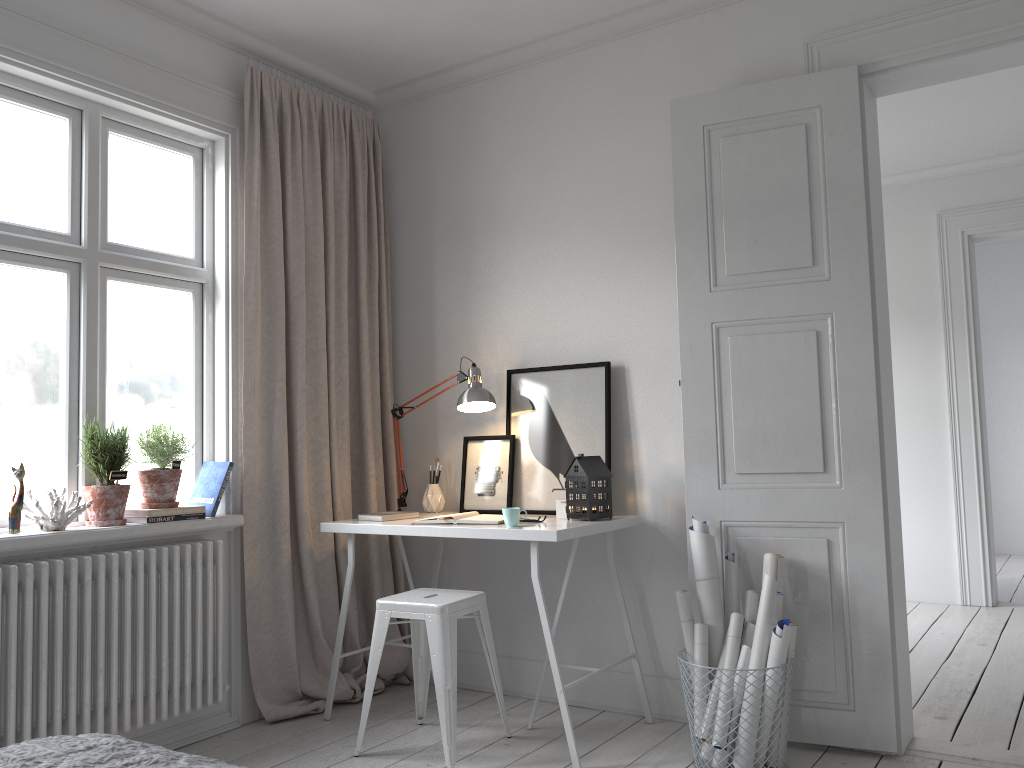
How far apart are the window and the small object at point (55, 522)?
0.1 meters

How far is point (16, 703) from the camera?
2.7m

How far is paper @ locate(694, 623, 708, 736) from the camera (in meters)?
2.97

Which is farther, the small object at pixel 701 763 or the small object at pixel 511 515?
the small object at pixel 511 515

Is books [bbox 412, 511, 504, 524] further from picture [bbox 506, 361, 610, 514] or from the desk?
picture [bbox 506, 361, 610, 514]

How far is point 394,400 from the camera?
4.2m

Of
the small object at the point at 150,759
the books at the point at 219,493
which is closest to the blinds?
the books at the point at 219,493

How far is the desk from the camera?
2.96m

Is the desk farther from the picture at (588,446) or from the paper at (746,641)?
the paper at (746,641)

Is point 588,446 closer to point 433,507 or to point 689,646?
point 433,507
